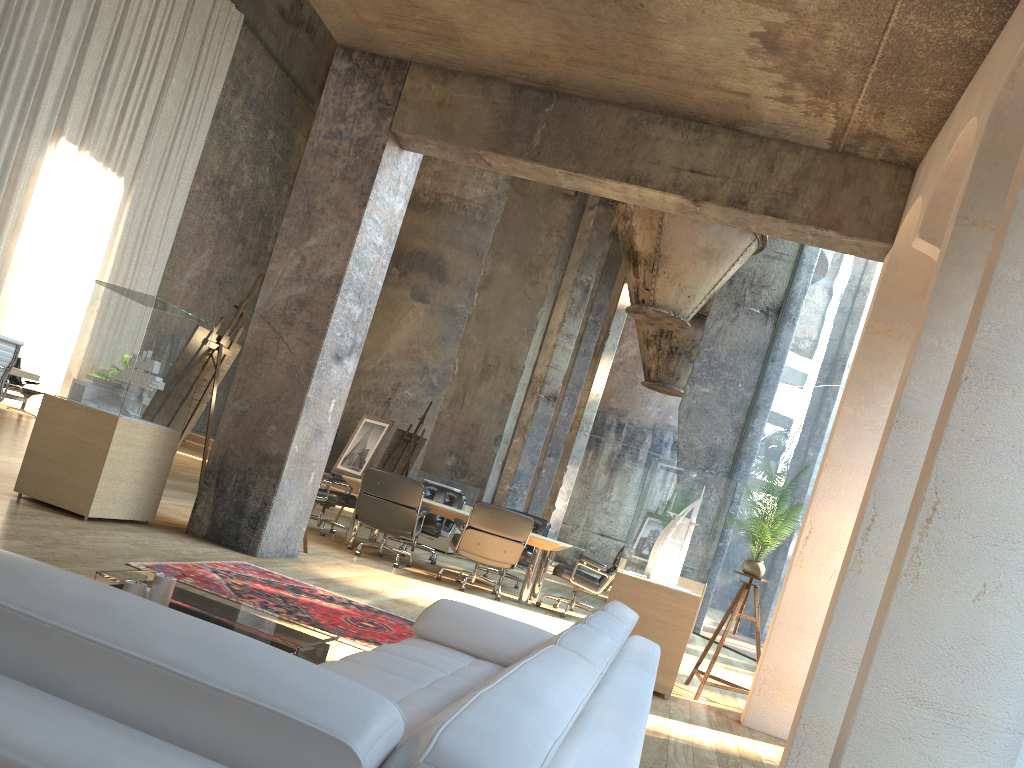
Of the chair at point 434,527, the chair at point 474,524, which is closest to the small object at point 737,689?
the chair at point 474,524

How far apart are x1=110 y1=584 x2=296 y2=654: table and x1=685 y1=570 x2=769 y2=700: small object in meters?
3.8

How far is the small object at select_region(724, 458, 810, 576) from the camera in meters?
6.4 m

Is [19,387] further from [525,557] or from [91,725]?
[91,725]

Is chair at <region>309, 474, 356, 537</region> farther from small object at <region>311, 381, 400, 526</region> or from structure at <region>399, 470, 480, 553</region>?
structure at <region>399, 470, 480, 553</region>

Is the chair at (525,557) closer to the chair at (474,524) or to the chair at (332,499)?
the chair at (474,524)

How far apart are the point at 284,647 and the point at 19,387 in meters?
12.1 m

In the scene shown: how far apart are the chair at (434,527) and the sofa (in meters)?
6.60

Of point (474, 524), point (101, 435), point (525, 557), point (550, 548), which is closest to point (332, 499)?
point (474, 524)

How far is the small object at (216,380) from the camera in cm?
712
